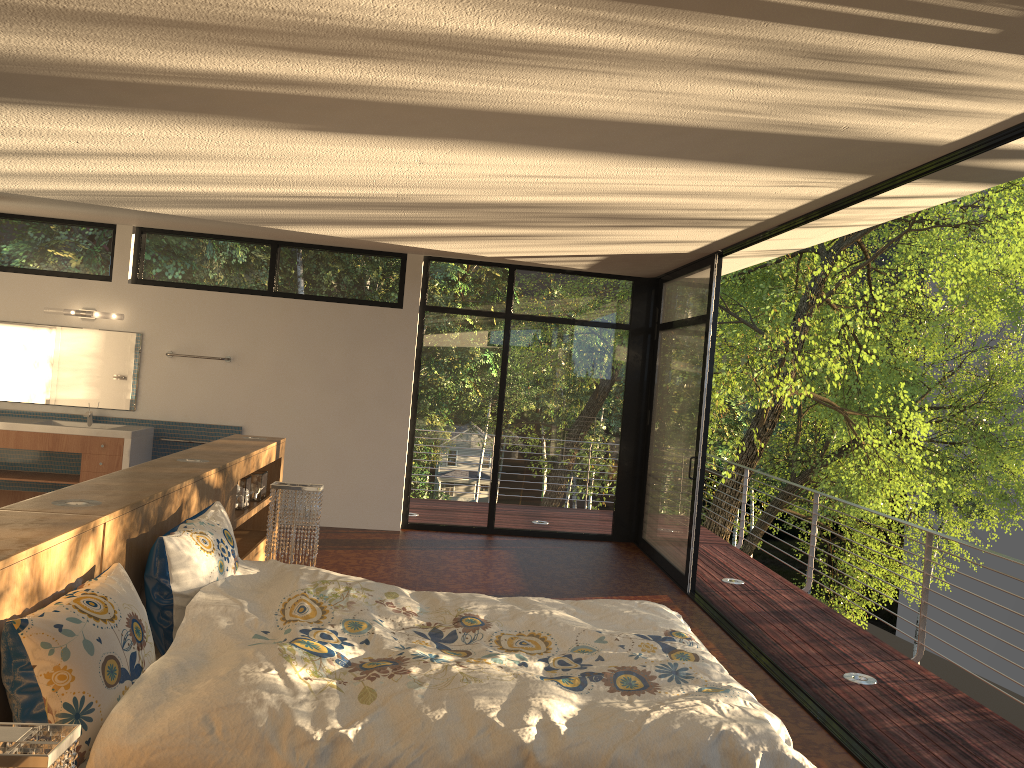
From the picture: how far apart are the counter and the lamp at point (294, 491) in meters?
3.4

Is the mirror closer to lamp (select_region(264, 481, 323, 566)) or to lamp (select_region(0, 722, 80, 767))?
lamp (select_region(264, 481, 323, 566))

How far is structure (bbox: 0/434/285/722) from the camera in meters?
2.3

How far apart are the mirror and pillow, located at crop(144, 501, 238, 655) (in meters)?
4.75

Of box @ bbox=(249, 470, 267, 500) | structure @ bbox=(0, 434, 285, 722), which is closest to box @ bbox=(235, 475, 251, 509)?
structure @ bbox=(0, 434, 285, 722)

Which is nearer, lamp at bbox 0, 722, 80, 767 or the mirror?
lamp at bbox 0, 722, 80, 767

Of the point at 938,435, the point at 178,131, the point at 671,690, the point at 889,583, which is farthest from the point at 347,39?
the point at 938,435

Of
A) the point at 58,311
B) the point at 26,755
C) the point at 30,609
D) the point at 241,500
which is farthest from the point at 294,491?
the point at 58,311

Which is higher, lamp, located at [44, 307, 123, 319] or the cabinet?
lamp, located at [44, 307, 123, 319]

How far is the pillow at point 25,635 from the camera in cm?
210
